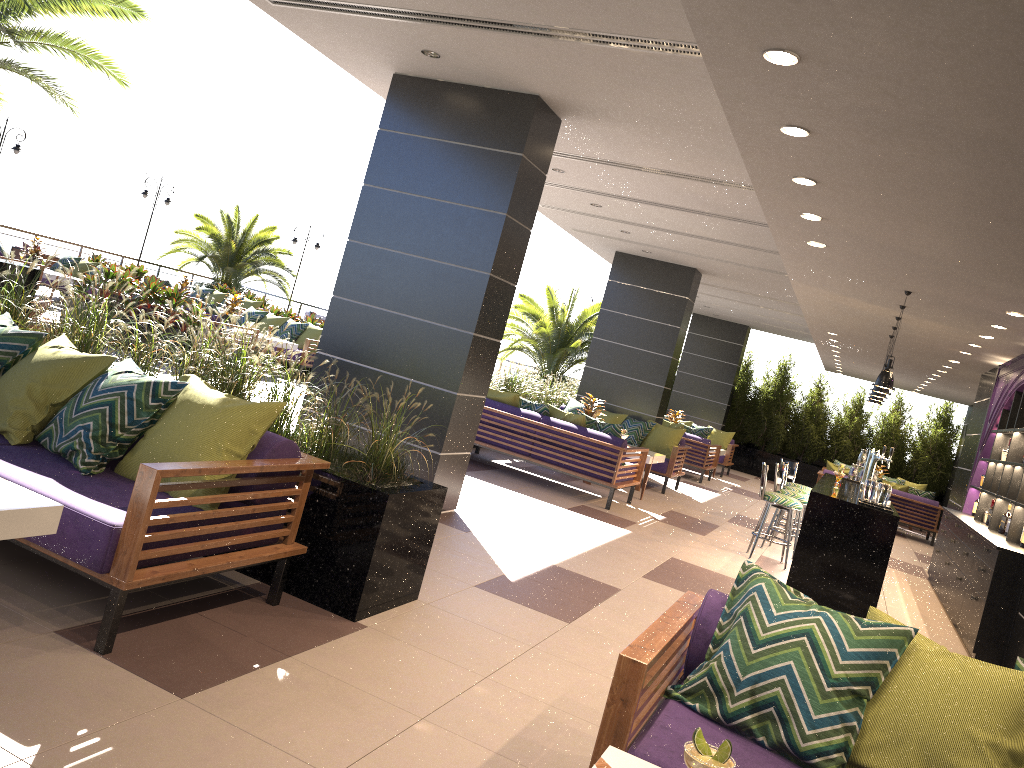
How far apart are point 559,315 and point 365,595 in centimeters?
1581cm

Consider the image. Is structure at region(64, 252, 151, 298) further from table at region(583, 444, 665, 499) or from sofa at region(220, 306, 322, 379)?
table at region(583, 444, 665, 499)

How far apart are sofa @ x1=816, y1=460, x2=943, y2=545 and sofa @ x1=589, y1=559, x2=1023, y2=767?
13.6 meters

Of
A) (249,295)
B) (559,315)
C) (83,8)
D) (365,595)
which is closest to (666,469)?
(559,315)

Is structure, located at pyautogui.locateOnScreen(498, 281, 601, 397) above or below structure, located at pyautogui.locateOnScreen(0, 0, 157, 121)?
below

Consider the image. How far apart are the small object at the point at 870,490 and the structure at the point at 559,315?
11.86m

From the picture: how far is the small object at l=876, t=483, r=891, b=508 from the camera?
7.4 meters

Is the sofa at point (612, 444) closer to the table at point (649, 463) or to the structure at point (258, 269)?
the table at point (649, 463)

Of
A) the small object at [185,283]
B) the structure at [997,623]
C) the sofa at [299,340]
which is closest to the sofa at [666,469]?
the structure at [997,623]

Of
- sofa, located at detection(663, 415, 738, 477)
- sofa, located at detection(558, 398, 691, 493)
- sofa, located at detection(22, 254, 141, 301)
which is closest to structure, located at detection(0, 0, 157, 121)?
sofa, located at detection(22, 254, 141, 301)
